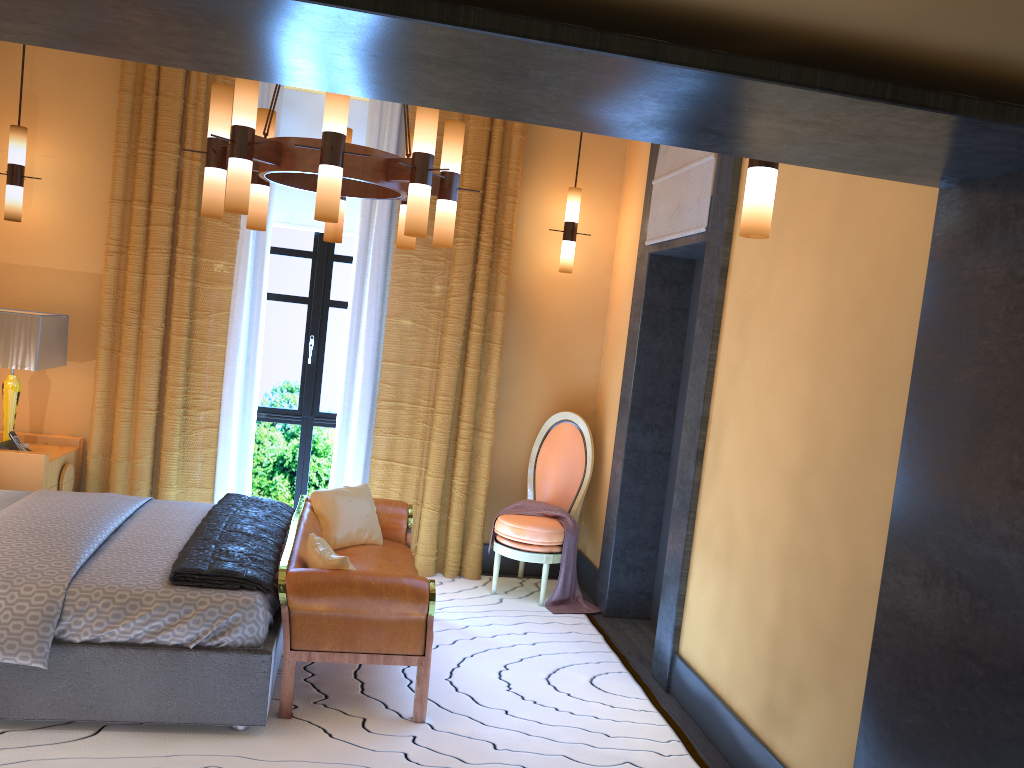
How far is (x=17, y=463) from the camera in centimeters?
473cm

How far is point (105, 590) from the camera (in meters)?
3.22

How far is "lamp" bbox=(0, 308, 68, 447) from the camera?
4.7m

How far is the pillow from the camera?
3.6 meters

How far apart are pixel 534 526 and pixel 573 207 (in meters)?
2.01

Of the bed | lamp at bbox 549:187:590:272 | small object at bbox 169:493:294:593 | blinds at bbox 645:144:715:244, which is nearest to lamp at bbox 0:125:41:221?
the bed

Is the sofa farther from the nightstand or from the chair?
the nightstand

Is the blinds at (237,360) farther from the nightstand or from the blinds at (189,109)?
the nightstand

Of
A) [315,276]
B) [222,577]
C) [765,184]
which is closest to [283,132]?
[315,276]

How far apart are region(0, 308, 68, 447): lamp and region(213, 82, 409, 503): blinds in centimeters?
90cm
